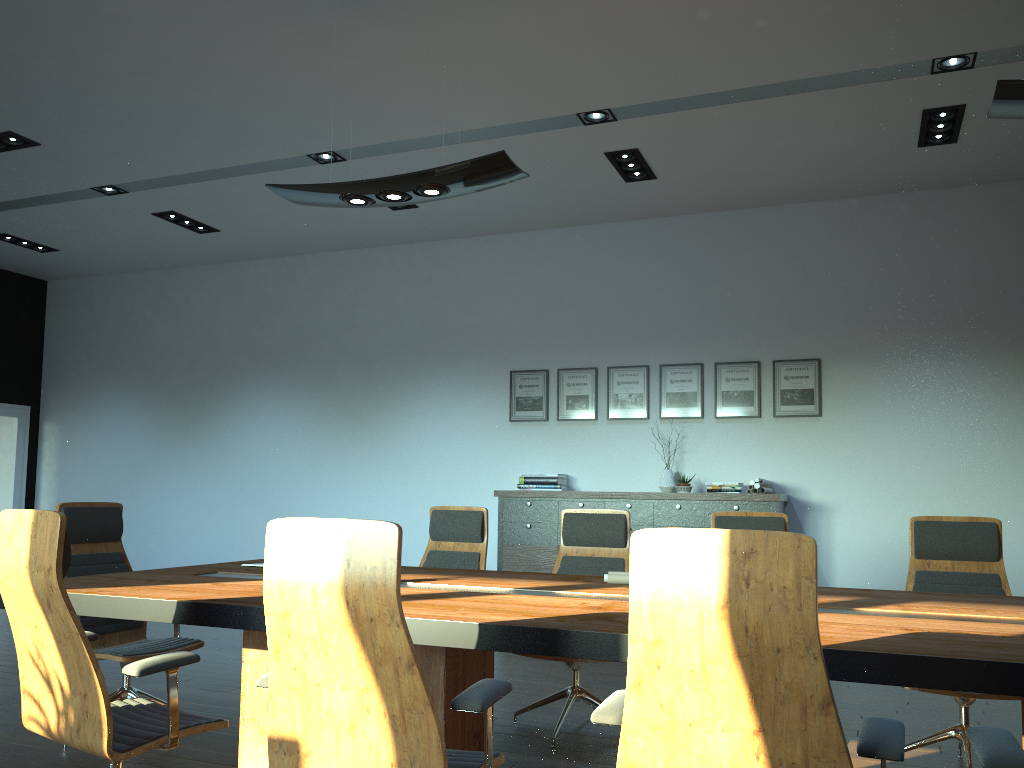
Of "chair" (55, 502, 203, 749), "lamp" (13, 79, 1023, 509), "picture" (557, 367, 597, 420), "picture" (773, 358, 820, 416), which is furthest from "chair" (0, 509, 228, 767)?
"picture" (773, 358, 820, 416)

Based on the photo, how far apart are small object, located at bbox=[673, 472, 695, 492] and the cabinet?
0.3 meters

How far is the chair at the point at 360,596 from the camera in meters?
Result: 2.2

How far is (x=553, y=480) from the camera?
7.82m

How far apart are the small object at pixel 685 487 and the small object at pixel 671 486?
0.17m

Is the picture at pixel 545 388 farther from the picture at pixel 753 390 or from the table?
the table

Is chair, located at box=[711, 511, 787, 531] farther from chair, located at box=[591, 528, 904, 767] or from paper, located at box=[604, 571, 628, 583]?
chair, located at box=[591, 528, 904, 767]

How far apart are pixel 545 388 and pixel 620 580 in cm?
440

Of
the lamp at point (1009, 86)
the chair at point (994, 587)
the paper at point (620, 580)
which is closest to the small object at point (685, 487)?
the chair at point (994, 587)

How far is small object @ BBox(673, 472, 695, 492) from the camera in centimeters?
730cm
